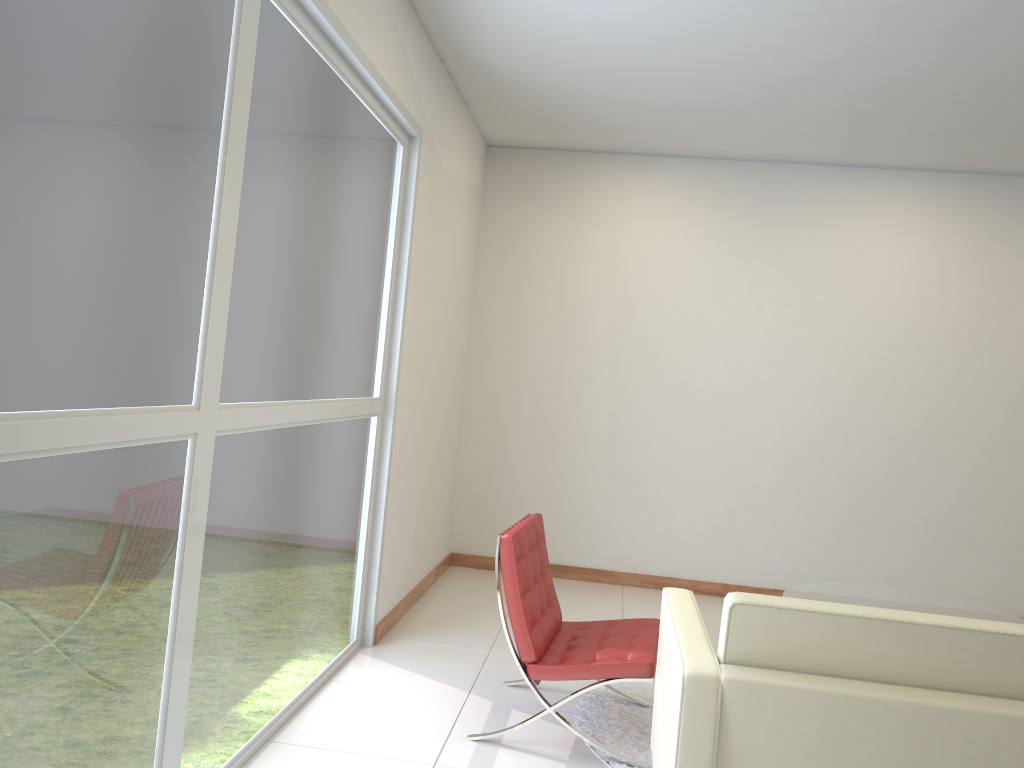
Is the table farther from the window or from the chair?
the window

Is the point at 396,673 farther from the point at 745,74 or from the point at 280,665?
the point at 745,74

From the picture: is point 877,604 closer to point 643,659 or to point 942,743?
point 643,659

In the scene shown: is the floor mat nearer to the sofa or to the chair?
the chair

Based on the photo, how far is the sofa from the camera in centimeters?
220cm

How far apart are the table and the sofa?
1.98m

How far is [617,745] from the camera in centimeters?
362cm

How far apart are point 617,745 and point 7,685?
2.46m

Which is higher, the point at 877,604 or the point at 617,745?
the point at 877,604

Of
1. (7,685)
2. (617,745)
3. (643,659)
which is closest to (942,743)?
(643,659)
